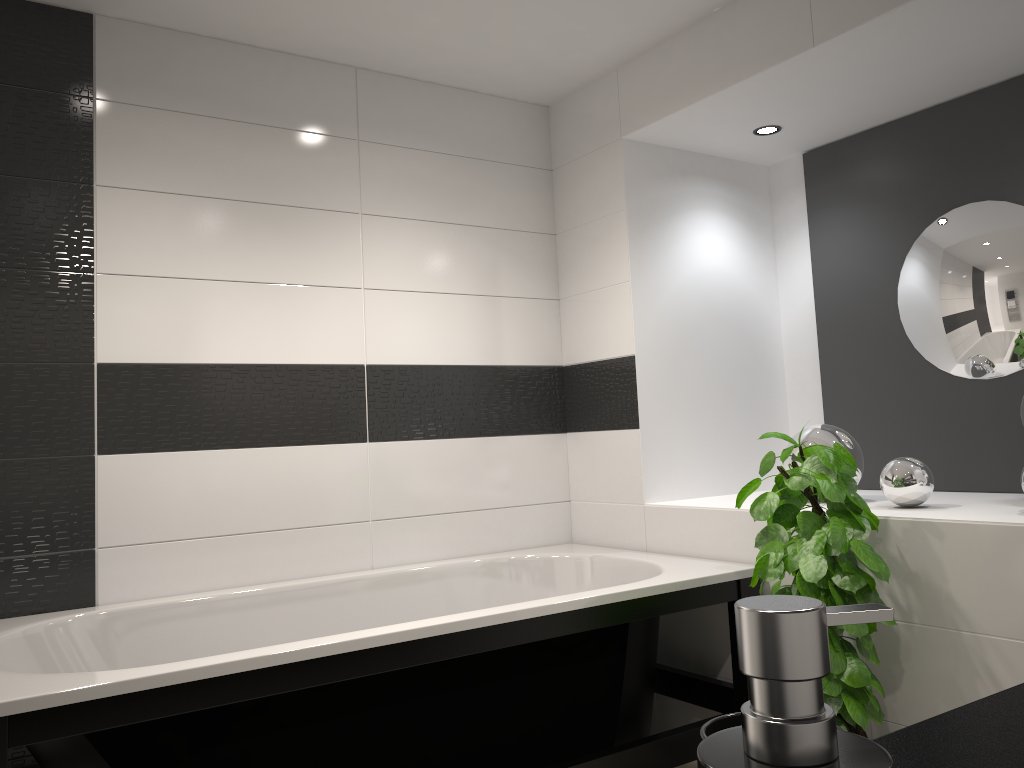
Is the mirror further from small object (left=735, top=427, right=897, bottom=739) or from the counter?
the counter

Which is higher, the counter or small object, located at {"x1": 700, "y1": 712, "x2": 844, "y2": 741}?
small object, located at {"x1": 700, "y1": 712, "x2": 844, "y2": 741}

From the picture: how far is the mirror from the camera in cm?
299

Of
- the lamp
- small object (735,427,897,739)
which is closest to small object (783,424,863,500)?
small object (735,427,897,739)

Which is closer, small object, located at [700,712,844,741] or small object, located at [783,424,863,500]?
small object, located at [700,712,844,741]

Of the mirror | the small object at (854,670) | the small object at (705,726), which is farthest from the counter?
the mirror

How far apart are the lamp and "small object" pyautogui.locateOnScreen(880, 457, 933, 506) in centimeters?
140cm

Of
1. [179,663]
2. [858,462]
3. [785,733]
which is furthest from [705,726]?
[858,462]

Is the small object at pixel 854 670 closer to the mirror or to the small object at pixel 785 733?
the mirror

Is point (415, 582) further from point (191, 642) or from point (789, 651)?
point (789, 651)
